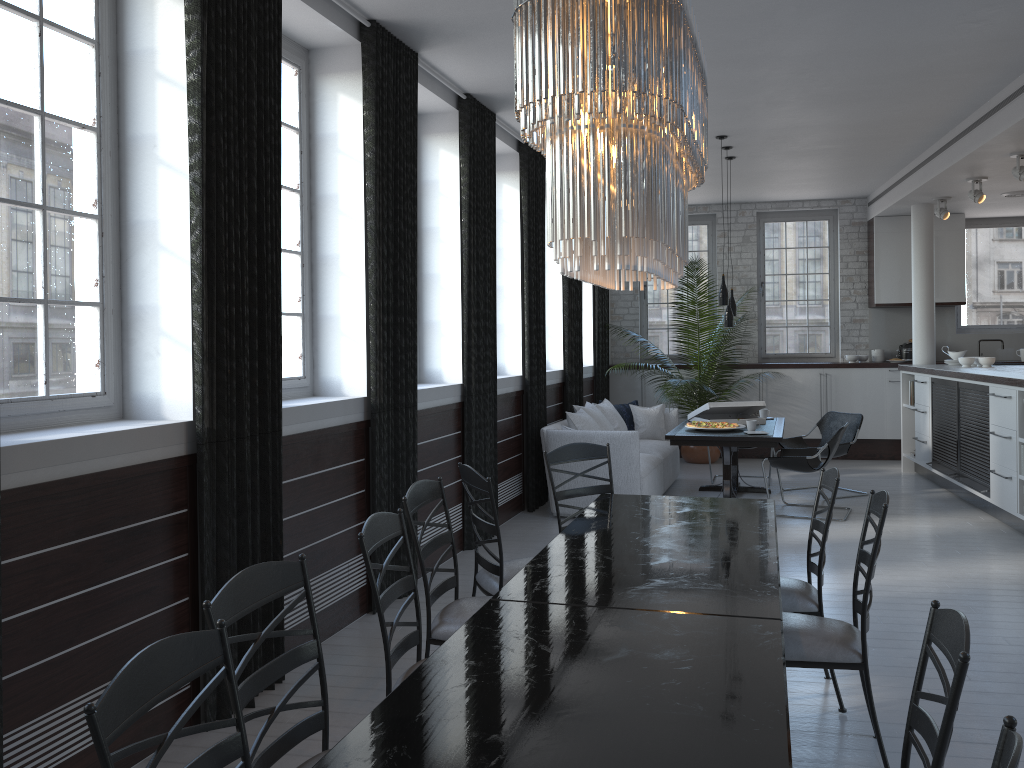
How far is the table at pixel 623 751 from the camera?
1.8 meters

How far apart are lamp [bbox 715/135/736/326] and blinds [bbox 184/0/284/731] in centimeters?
481cm

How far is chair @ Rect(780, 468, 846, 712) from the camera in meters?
3.6 m

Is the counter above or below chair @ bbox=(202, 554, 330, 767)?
above

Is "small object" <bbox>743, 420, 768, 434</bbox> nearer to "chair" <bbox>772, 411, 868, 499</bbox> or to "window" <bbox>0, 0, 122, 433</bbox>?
"chair" <bbox>772, 411, 868, 499</bbox>

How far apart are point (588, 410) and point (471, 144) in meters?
3.1 m

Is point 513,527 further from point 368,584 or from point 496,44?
point 496,44

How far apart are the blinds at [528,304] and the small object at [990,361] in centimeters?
445cm

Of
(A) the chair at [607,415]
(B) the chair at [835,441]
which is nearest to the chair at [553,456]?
(B) the chair at [835,441]

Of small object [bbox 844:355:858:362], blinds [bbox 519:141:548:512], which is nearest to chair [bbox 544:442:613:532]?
blinds [bbox 519:141:548:512]
